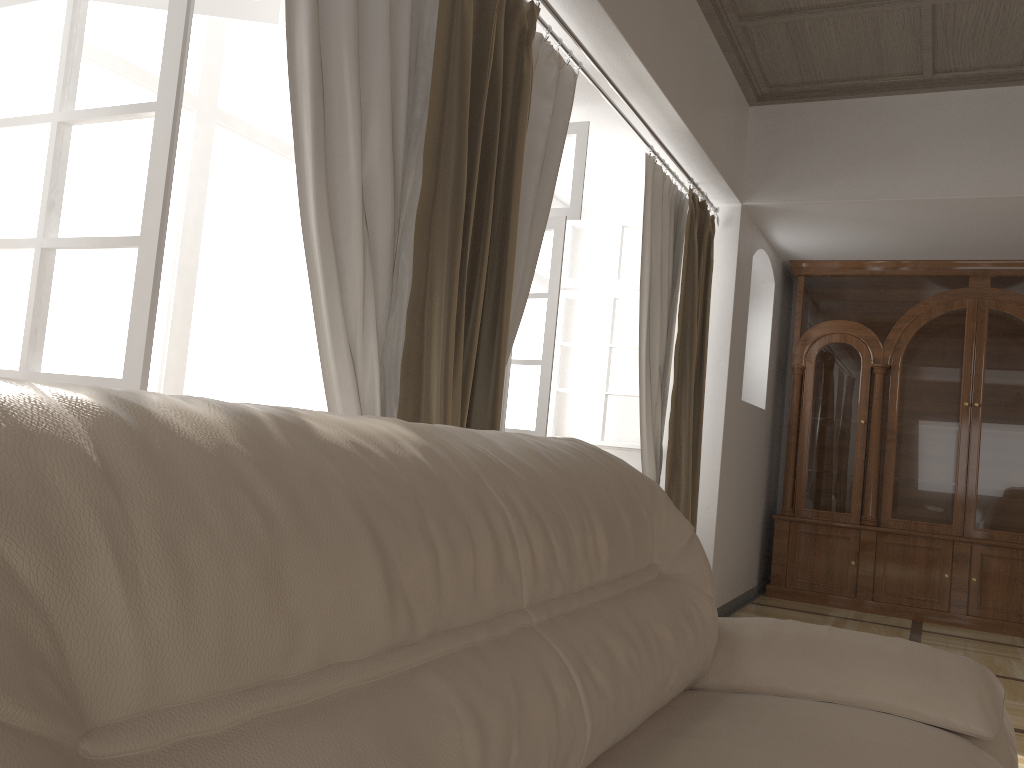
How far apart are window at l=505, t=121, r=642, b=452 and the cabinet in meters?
1.6

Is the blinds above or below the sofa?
above

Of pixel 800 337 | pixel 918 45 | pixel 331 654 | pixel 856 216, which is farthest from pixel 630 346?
pixel 331 654

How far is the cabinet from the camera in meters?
5.5 m

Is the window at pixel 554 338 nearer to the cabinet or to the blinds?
the blinds

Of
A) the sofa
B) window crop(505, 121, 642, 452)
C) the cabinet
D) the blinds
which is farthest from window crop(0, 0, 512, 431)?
the cabinet

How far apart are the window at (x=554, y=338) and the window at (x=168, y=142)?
0.82m

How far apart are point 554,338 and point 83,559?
2.96m

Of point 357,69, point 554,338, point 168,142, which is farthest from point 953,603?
point 168,142

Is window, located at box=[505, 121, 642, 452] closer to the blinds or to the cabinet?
the blinds
